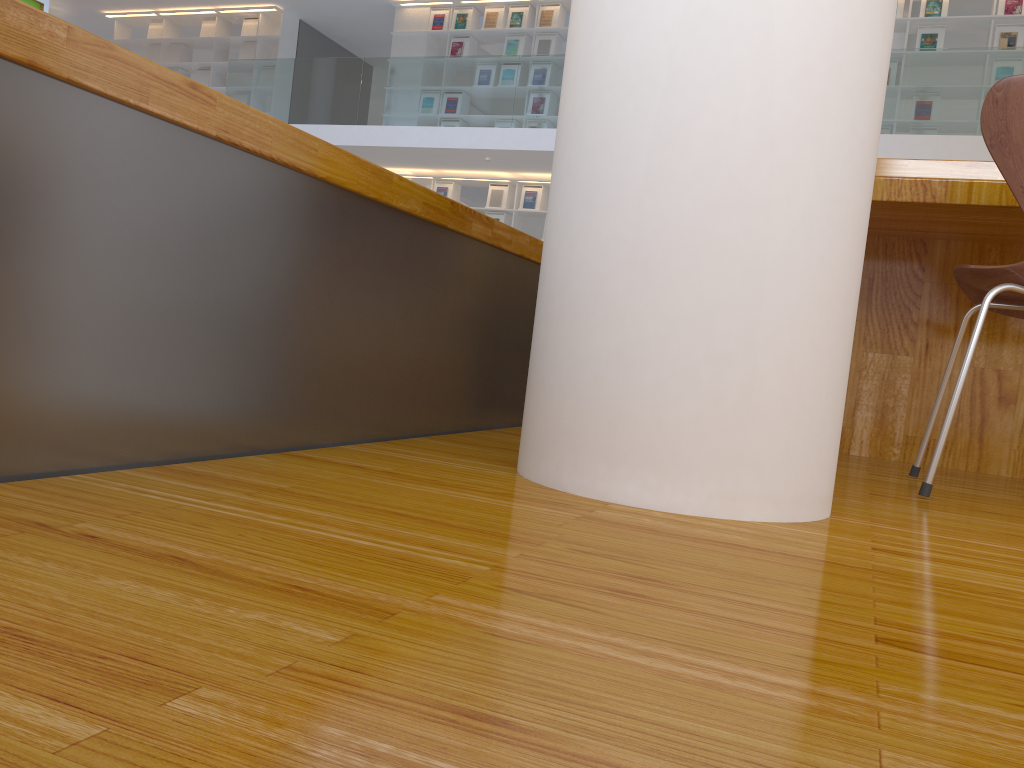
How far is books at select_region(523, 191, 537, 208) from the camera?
10.1m

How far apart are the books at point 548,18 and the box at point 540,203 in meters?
1.8 m

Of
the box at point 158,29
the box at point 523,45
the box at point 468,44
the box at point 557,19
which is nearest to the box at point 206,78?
the box at point 158,29

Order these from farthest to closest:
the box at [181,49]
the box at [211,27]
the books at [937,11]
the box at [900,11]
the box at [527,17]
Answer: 1. the box at [181,49]
2. the box at [211,27]
3. the box at [527,17]
4. the box at [900,11]
5. the books at [937,11]

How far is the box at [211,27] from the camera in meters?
11.8 m

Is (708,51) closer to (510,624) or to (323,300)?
(323,300)

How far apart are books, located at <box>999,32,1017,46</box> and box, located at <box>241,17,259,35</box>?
8.7m

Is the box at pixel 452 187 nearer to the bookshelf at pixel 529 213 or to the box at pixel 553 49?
the bookshelf at pixel 529 213

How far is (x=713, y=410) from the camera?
1.0m

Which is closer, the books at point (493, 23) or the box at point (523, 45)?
the box at point (523, 45)
